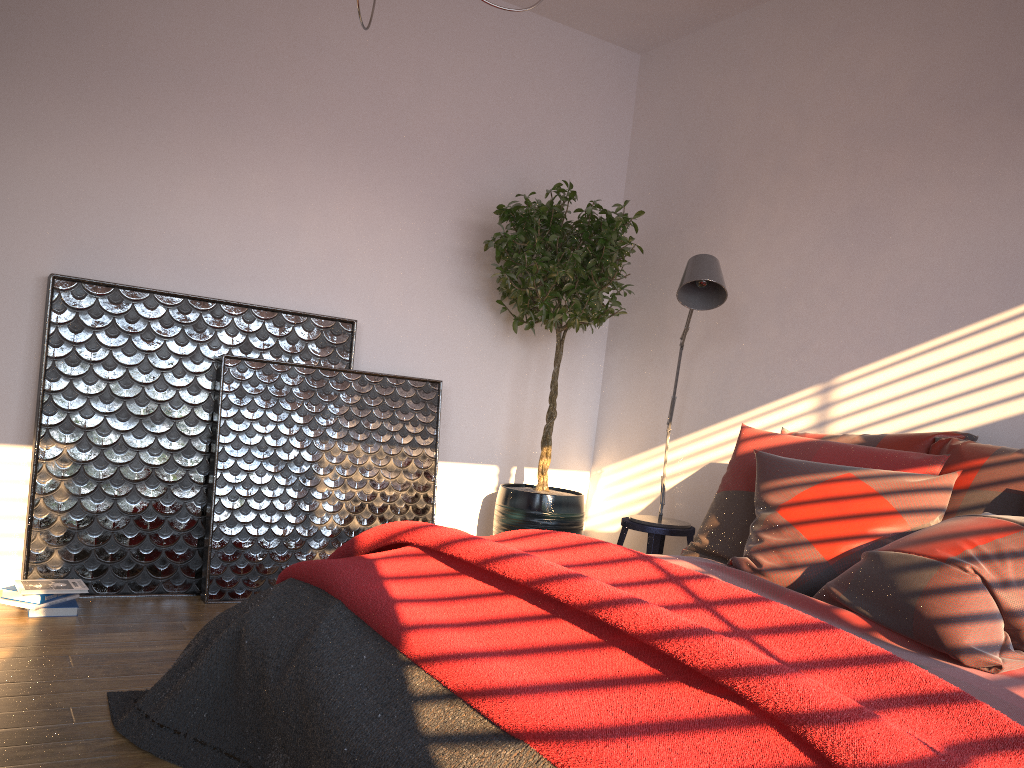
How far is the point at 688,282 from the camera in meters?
3.4

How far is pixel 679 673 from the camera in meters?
1.4

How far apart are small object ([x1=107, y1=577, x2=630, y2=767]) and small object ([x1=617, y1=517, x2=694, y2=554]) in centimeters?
194cm

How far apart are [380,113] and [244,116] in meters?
0.6

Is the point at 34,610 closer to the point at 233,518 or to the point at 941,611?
the point at 233,518

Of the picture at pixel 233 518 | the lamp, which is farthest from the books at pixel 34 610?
the lamp

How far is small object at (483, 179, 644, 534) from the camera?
4.0 meters

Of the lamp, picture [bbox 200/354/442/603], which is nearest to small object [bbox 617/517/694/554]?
the lamp

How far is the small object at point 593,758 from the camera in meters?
1.2

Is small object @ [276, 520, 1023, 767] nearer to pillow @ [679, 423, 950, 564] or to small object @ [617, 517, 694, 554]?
pillow @ [679, 423, 950, 564]
